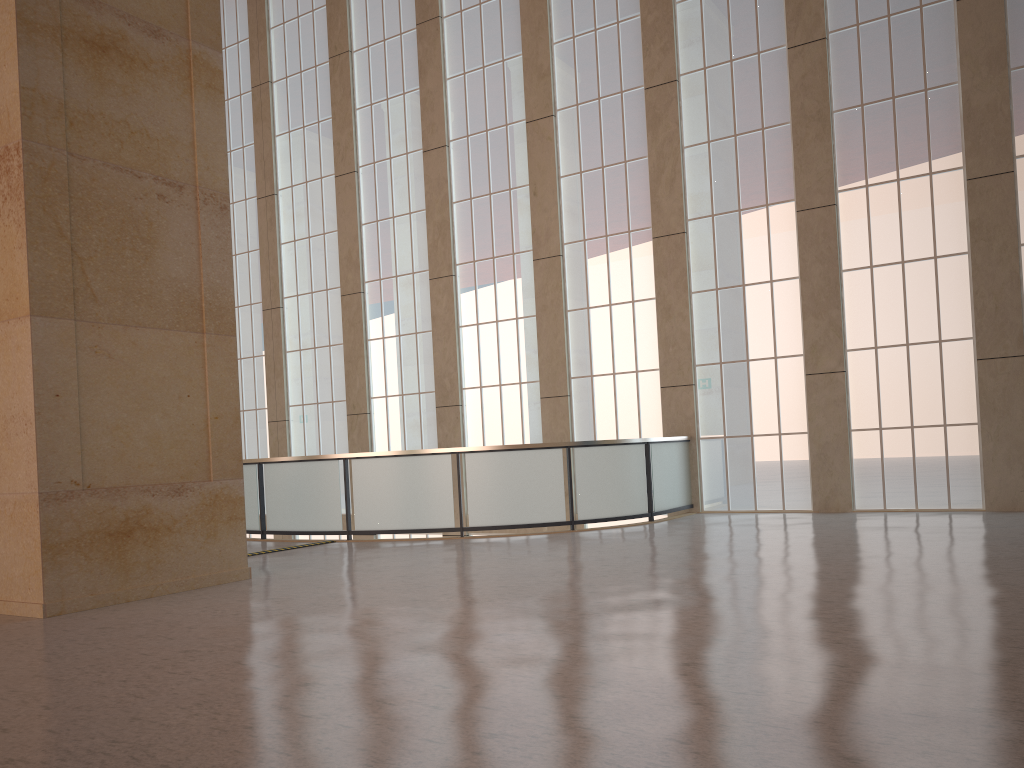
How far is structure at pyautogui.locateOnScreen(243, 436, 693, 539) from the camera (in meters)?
17.16

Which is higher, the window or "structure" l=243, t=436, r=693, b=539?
the window

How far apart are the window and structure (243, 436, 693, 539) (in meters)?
0.49

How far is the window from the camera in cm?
1785

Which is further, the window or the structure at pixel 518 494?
the window

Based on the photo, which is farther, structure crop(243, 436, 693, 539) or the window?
the window

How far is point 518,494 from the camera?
17.16m

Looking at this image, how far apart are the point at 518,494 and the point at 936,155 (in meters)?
10.83

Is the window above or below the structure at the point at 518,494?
above

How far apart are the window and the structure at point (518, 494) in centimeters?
49cm
